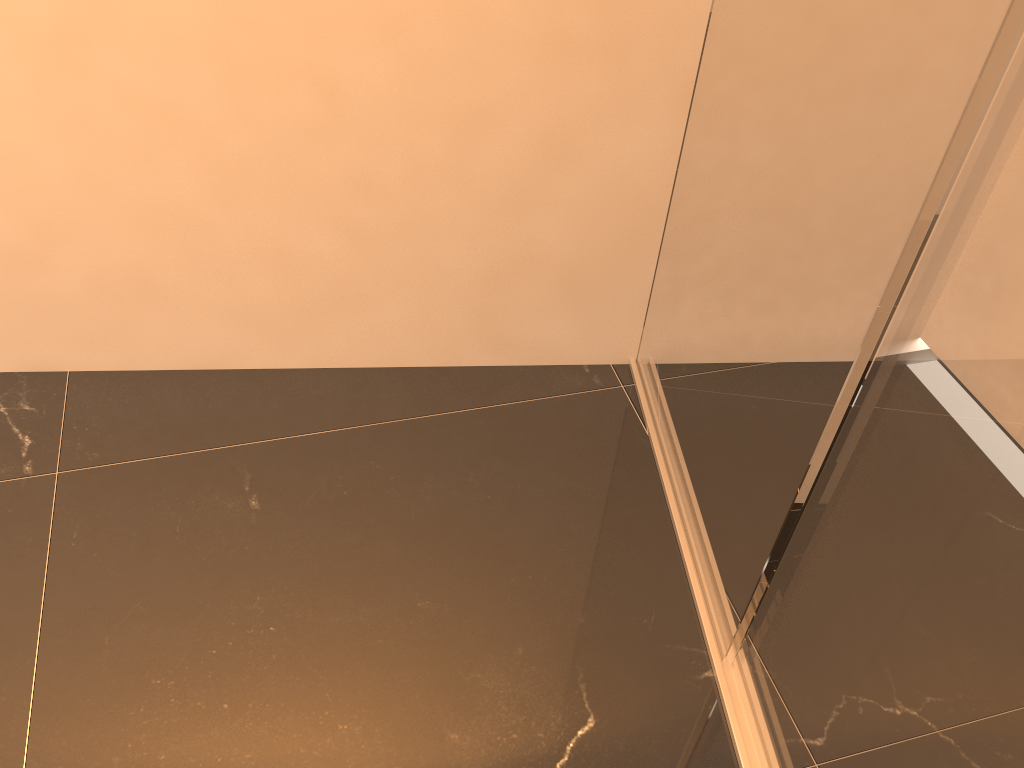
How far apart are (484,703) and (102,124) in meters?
1.3 m
